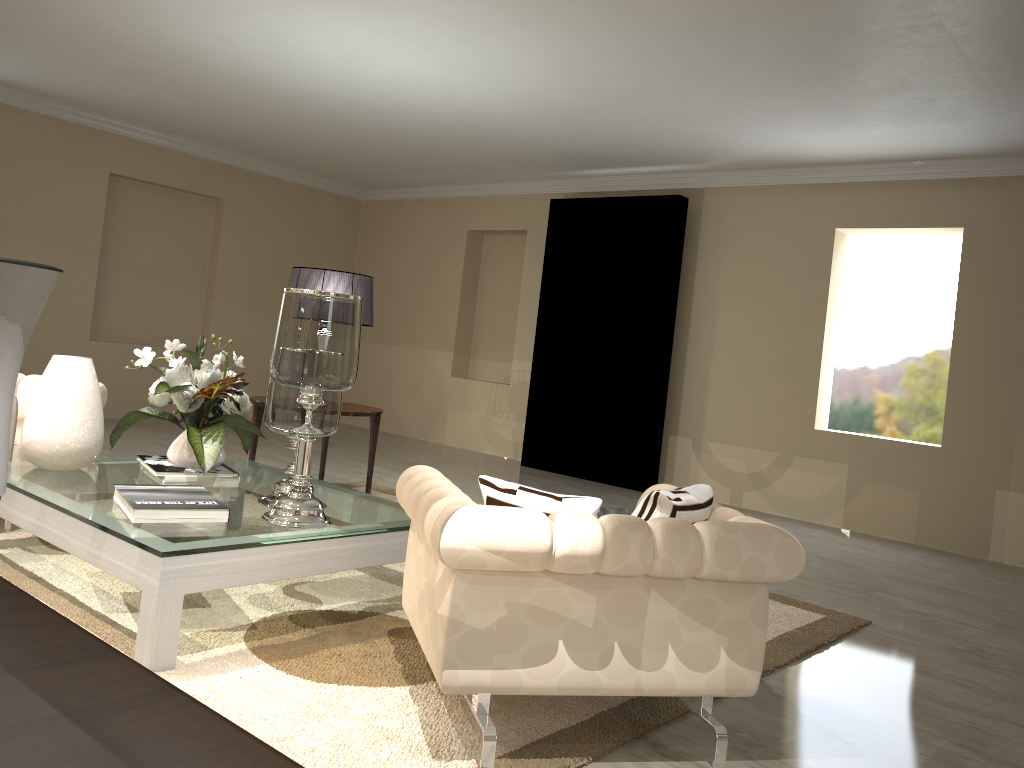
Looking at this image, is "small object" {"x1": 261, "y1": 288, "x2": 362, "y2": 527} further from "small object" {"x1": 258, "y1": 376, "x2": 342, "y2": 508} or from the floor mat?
the floor mat

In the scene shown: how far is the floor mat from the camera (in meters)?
1.96

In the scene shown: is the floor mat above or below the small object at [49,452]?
below

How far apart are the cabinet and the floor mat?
1.8 meters

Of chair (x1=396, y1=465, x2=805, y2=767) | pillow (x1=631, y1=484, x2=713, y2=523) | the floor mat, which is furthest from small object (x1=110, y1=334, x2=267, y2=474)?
pillow (x1=631, y1=484, x2=713, y2=523)

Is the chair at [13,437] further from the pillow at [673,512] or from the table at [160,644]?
the pillow at [673,512]

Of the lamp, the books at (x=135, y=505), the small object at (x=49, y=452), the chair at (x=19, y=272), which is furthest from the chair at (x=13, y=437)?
the chair at (x=19, y=272)

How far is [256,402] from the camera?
4.3m

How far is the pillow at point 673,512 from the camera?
2.0 meters

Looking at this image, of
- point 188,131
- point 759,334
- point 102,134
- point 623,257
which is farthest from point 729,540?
point 102,134
